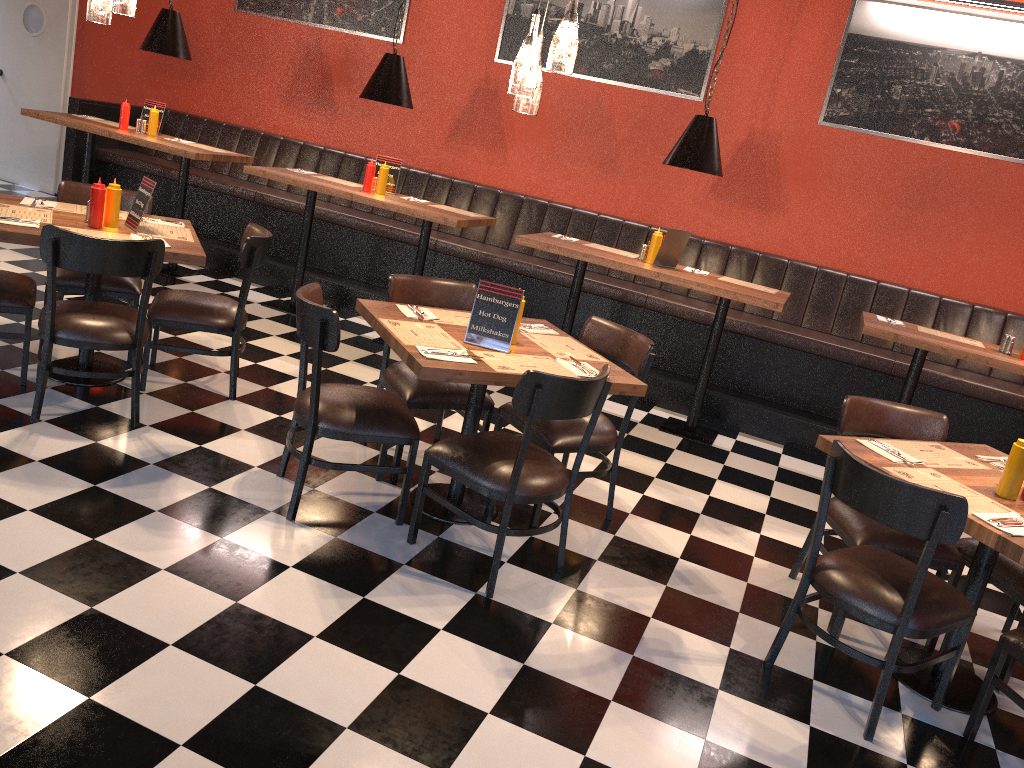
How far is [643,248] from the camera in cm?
570

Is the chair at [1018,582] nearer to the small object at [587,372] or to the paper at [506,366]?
the small object at [587,372]

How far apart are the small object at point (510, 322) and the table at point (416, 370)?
0.0 meters

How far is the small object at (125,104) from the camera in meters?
6.8 m

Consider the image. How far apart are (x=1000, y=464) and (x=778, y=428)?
2.4m

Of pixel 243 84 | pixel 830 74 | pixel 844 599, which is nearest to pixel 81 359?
pixel 844 599

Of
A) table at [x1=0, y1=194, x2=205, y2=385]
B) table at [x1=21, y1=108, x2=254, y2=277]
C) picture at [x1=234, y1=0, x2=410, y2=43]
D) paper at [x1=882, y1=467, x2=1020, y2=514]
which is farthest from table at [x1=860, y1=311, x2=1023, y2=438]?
table at [x1=21, y1=108, x2=254, y2=277]

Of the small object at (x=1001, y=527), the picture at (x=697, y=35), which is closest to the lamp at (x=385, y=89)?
the picture at (x=697, y=35)

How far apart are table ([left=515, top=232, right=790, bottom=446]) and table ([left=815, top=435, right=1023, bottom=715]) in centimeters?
160cm

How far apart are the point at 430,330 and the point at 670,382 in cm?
287
